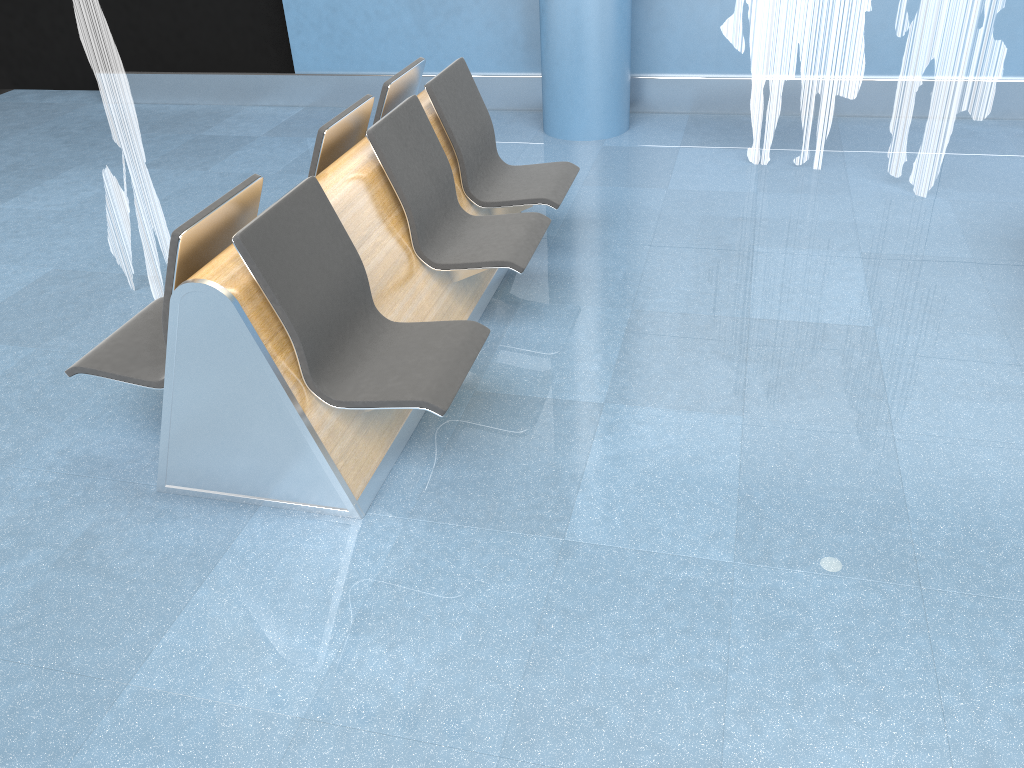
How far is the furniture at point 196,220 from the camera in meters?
2.5 m

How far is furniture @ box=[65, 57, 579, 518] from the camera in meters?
2.5 m

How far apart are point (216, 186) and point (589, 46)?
2.47m

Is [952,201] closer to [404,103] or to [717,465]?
[717,465]

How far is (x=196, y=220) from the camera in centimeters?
Result: 254cm

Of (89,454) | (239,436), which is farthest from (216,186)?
(239,436)
